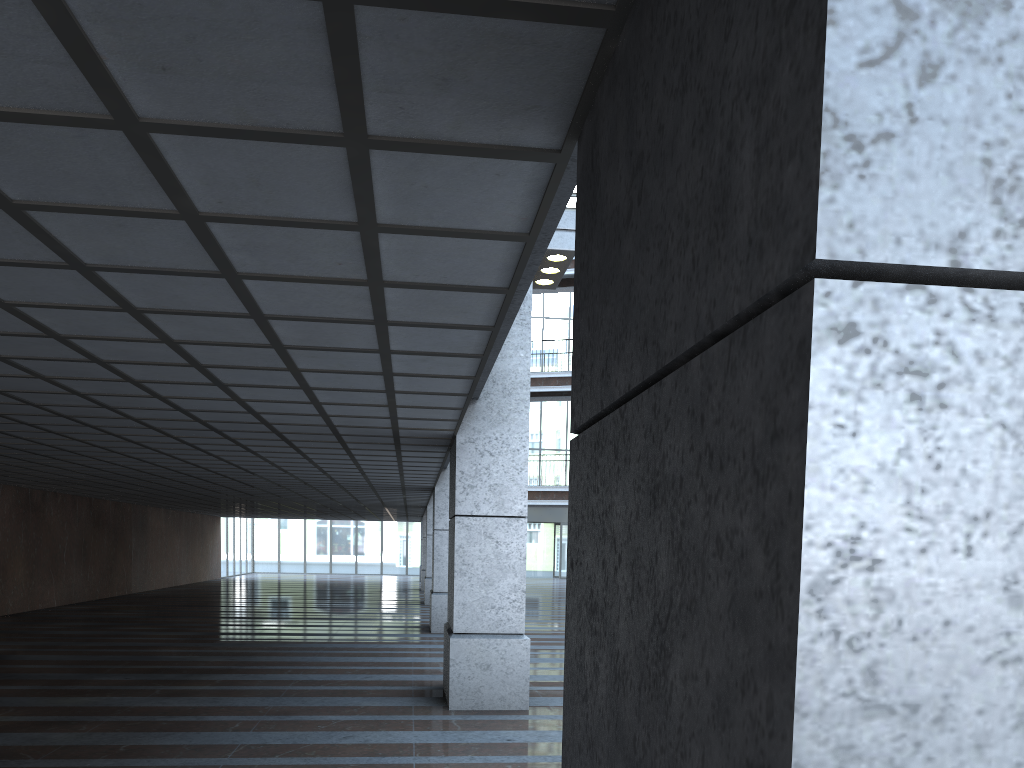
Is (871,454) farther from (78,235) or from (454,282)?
(78,235)
